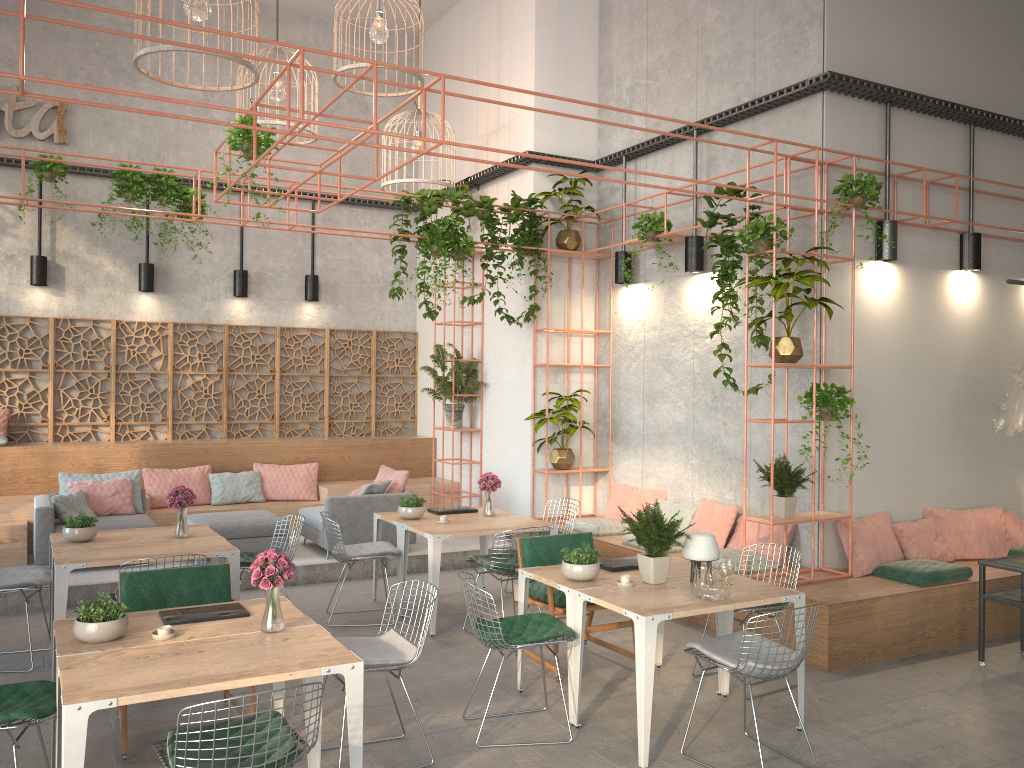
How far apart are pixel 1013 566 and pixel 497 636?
4.0m

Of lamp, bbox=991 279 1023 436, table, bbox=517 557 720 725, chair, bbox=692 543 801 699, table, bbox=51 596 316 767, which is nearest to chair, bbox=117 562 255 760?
table, bbox=51 596 316 767

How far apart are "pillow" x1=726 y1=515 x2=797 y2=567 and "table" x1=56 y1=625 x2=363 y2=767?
4.65m

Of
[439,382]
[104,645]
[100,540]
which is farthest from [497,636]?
[439,382]

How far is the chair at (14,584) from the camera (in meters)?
→ 6.30

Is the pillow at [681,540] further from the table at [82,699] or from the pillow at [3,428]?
the pillow at [3,428]

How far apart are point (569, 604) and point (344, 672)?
1.8 meters

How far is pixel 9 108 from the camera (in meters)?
10.71

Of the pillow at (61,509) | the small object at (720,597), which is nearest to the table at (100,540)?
the pillow at (61,509)

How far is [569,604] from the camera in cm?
541
